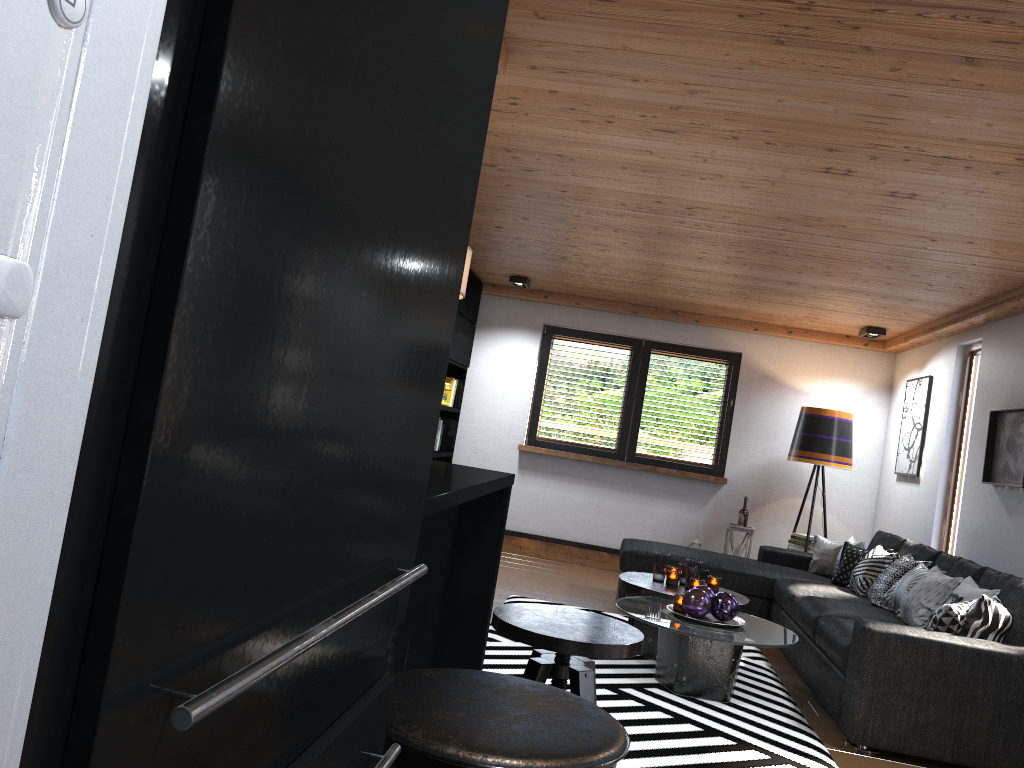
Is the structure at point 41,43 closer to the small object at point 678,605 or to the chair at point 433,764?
the chair at point 433,764

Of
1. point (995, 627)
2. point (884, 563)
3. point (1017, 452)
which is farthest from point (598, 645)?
point (884, 563)

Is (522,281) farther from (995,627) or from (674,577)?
(995,627)

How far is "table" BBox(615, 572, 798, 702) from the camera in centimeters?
408cm

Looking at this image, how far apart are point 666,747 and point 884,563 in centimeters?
279cm

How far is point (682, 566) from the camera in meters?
5.1 m

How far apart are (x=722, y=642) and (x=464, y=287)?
Answer: 2.6m

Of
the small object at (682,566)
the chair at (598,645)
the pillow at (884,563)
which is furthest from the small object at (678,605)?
the chair at (598,645)

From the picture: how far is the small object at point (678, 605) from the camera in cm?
439

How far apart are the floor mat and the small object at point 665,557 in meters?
0.5
